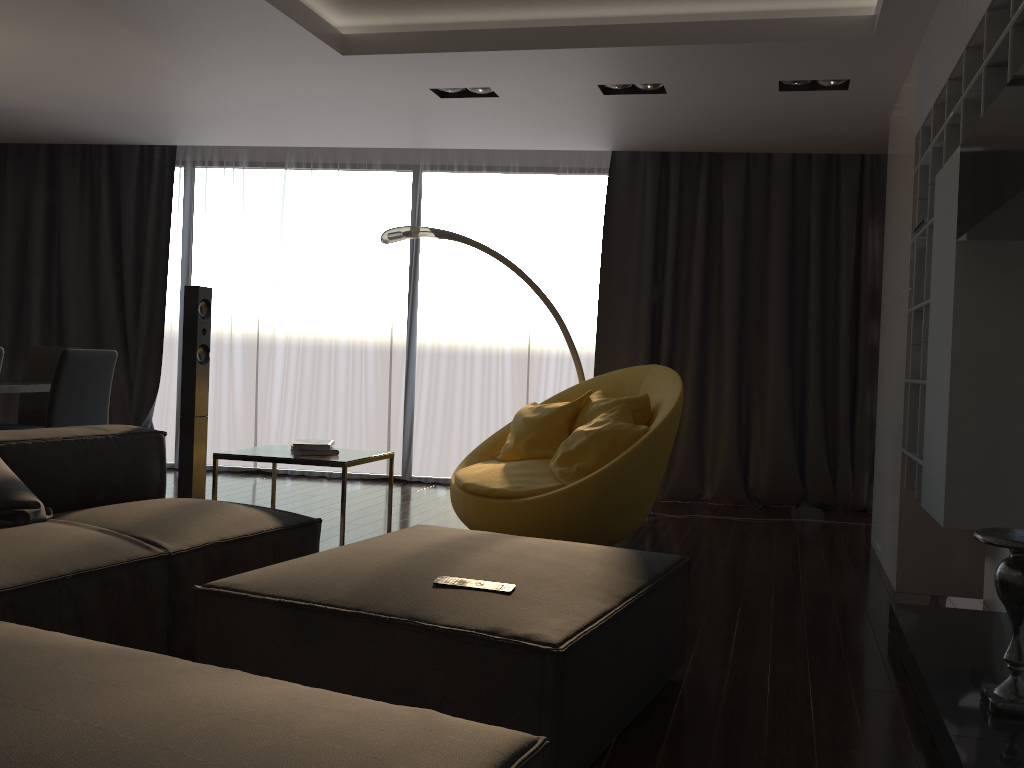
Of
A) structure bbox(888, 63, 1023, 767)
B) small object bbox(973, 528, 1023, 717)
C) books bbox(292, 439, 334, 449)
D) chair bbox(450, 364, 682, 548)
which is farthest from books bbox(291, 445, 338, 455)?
small object bbox(973, 528, 1023, 717)

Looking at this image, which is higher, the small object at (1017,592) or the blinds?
the blinds

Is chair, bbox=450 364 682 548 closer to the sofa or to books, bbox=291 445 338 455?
books, bbox=291 445 338 455

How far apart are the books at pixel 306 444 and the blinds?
2.84m

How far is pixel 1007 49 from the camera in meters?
2.4 m

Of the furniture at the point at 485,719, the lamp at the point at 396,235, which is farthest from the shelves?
the lamp at the point at 396,235

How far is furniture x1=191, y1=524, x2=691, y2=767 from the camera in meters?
2.0 m

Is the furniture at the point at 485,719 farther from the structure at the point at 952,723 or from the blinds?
the blinds

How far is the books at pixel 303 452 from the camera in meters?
3.8 m

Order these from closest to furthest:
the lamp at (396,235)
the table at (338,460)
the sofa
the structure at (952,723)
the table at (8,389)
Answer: the sofa, the structure at (952,723), the table at (338,460), the table at (8,389), the lamp at (396,235)
